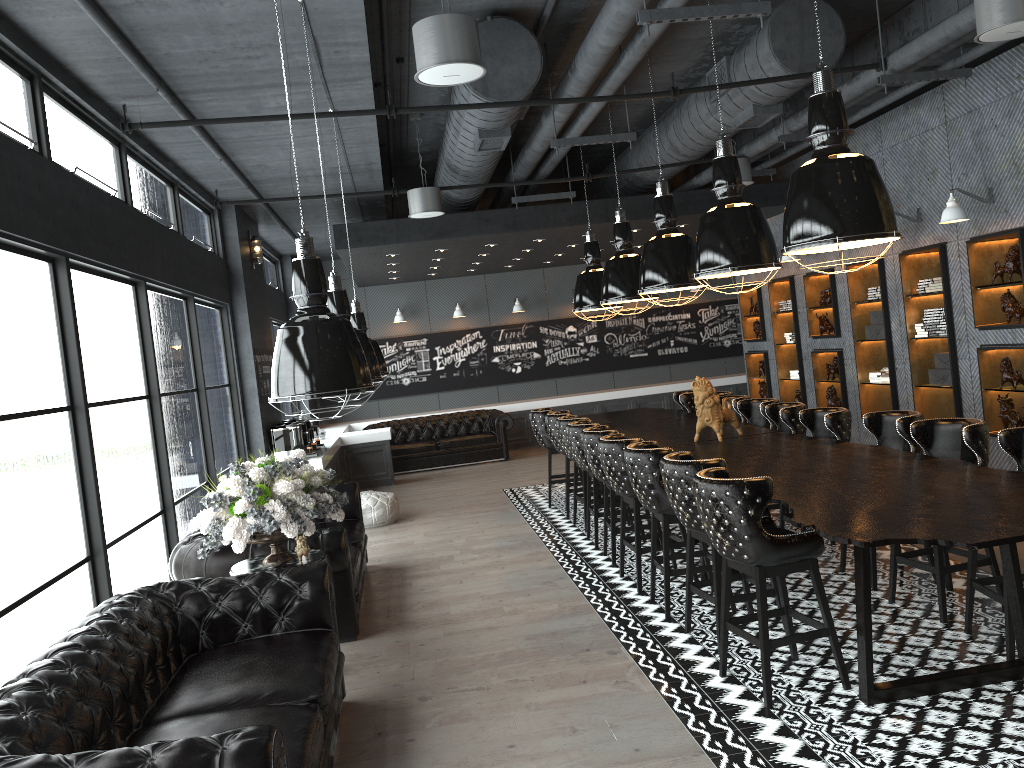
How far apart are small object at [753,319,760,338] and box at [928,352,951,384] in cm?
422

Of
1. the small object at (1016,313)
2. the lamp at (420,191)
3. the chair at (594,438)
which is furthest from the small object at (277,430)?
the small object at (1016,313)

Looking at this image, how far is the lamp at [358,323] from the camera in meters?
6.8

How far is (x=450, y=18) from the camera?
4.47m

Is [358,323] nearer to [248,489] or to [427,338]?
[248,489]

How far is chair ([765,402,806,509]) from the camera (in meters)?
7.24

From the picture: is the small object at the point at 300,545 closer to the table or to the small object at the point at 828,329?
the table

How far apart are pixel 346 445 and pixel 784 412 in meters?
7.6

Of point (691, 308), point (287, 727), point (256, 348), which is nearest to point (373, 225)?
point (256, 348)

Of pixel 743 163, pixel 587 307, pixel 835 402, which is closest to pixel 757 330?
pixel 835 402
